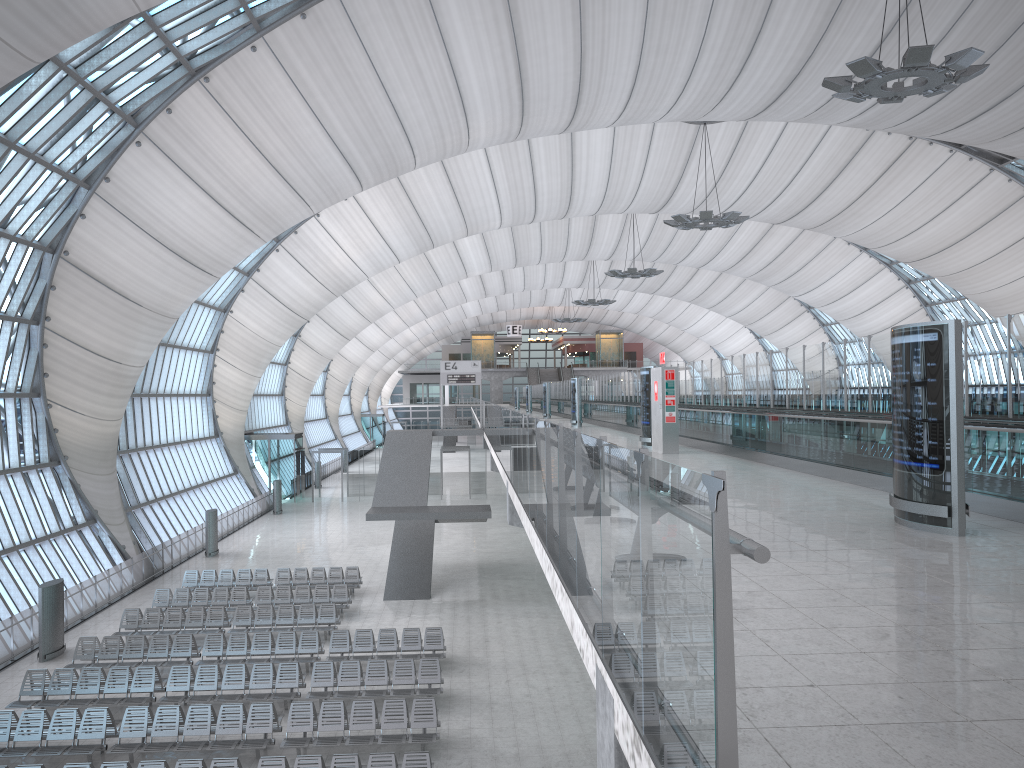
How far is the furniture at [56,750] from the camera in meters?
14.8

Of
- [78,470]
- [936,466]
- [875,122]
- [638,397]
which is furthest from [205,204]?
[875,122]

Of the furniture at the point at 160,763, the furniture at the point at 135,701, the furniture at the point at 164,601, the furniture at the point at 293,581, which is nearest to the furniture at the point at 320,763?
the furniture at the point at 160,763

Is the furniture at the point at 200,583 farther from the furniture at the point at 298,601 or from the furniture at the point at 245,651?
the furniture at the point at 245,651

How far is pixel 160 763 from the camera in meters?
13.1

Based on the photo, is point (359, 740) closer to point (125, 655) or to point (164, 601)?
point (125, 655)

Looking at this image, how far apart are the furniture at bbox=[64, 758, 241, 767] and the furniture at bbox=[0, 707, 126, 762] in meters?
2.1 m

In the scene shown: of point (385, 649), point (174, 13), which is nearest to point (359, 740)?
point (385, 649)

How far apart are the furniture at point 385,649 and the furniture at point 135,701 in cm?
360

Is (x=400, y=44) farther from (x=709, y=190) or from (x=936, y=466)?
(x=709, y=190)
